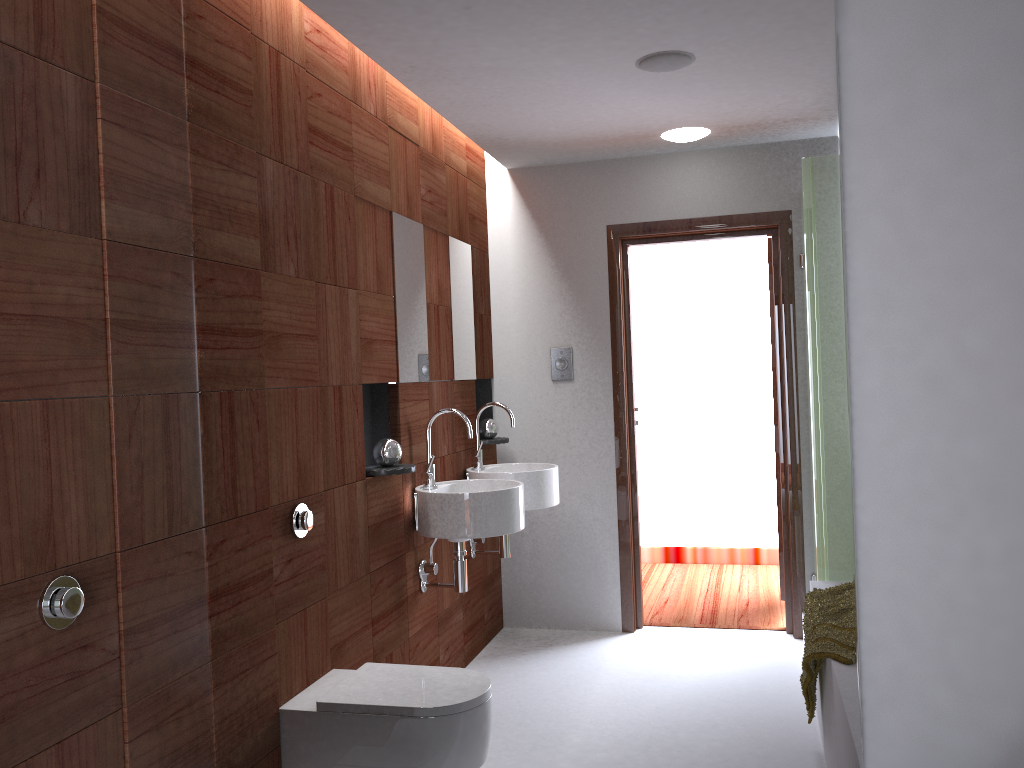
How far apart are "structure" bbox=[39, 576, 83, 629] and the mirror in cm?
42

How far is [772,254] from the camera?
1.74m

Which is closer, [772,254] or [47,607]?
[47,607]

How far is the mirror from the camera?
1.7 meters

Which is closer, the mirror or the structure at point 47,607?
the structure at point 47,607

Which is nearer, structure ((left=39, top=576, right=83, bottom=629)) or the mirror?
structure ((left=39, top=576, right=83, bottom=629))

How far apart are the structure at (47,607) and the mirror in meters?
0.4 m

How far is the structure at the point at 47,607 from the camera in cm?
161

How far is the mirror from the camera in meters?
1.7

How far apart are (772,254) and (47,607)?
1.52m
